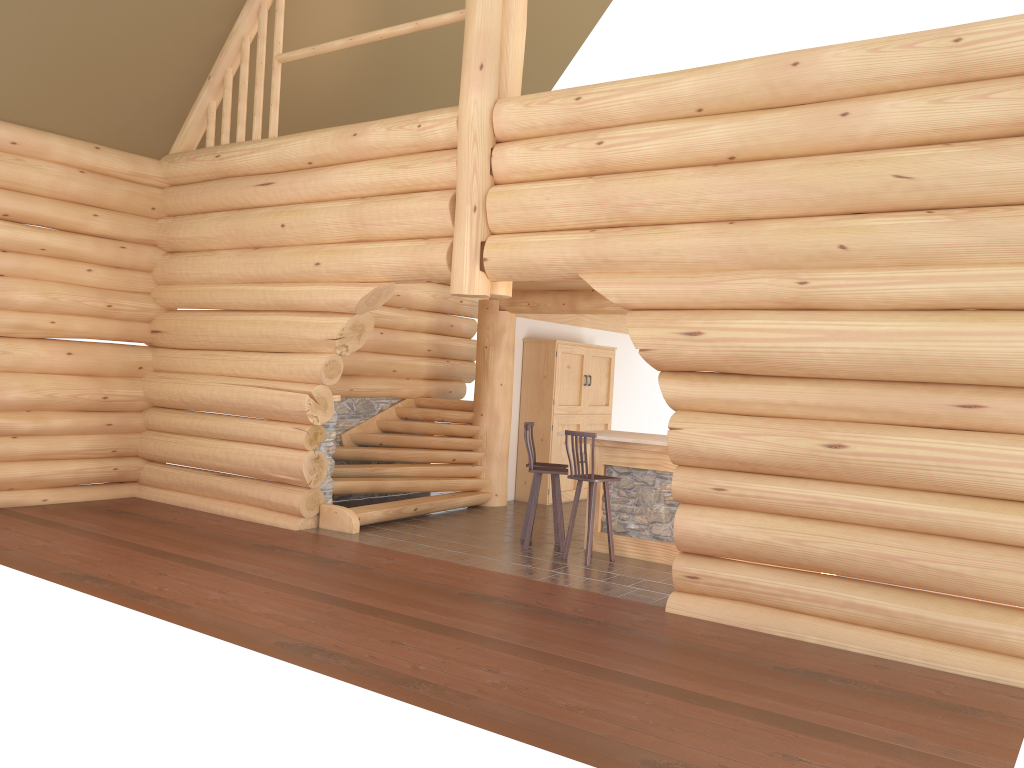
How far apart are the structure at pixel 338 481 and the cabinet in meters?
0.9 m

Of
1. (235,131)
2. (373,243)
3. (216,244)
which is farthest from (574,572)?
(235,131)

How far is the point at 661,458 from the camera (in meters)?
9.16

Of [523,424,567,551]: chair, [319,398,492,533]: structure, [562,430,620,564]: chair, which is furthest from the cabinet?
[562,430,620,564]: chair

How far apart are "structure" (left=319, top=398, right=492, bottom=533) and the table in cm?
247

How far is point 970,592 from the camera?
6.0m

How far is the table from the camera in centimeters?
916cm

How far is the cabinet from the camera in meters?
12.9 m

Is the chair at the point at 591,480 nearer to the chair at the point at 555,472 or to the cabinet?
Answer: the chair at the point at 555,472

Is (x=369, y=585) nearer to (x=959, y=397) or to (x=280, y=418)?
(x=280, y=418)
